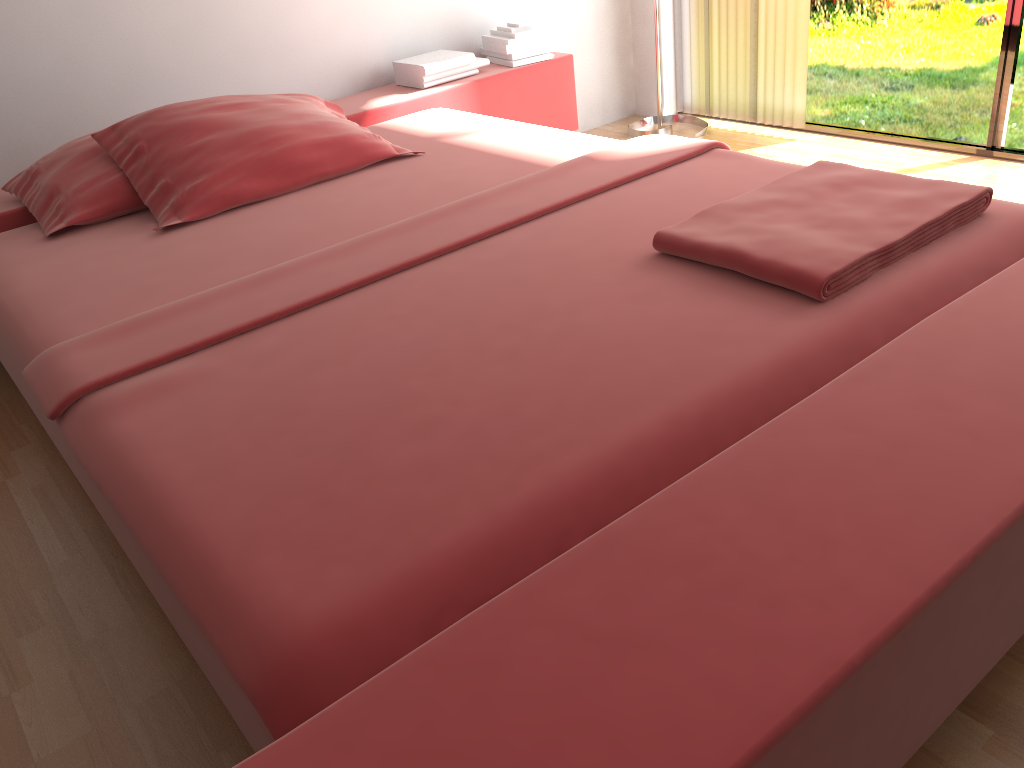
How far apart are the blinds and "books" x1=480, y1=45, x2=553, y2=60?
0.8 meters

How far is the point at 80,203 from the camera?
2.4 meters

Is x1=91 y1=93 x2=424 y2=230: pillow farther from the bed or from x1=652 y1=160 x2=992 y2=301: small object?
x1=652 y1=160 x2=992 y2=301: small object

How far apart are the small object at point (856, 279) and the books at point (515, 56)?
1.9m

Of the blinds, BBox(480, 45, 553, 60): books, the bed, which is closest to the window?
the blinds

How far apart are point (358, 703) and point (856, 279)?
1.1m

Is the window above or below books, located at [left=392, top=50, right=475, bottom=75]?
below

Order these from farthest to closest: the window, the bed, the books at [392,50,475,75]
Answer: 1. the books at [392,50,475,75]
2. the window
3. the bed

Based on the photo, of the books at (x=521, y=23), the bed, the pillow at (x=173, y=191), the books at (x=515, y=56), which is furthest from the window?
the pillow at (x=173, y=191)

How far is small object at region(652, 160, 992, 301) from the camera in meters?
1.5 m
